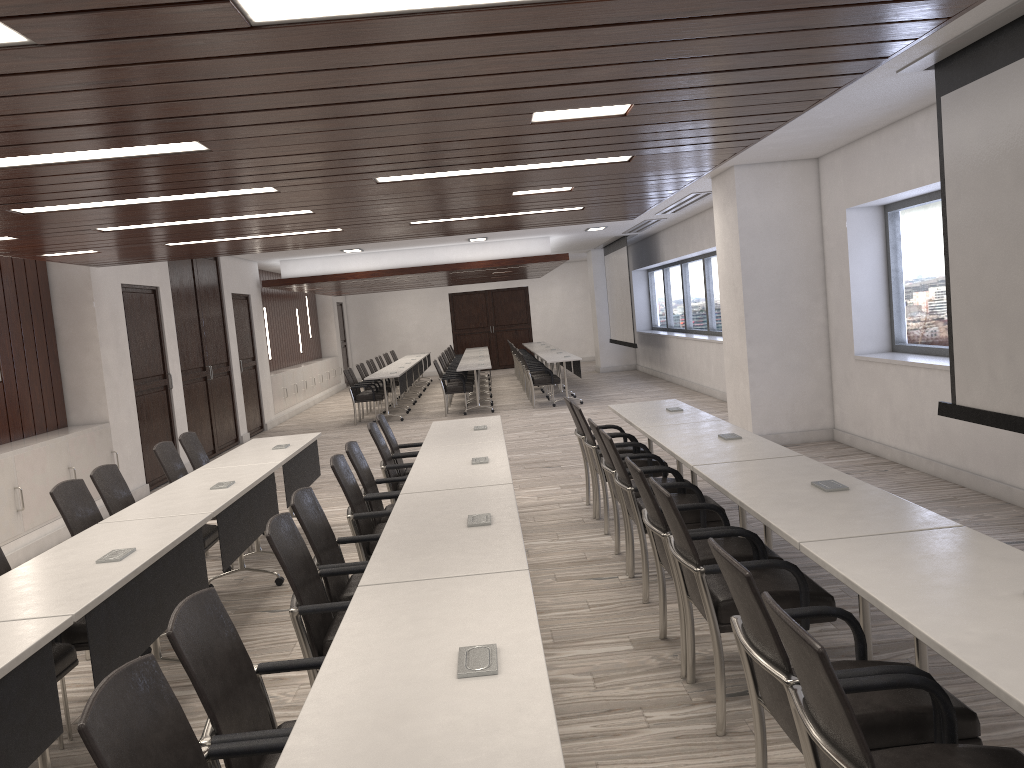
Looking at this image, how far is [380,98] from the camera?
3.2m

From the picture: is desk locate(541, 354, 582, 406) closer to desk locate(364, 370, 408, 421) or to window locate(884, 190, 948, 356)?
desk locate(364, 370, 408, 421)

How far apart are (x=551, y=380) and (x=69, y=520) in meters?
10.6

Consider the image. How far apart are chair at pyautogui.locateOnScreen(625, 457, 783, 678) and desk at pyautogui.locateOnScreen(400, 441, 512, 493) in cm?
75

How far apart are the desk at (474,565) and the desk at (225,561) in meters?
1.0

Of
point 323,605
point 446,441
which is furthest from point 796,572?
point 446,441

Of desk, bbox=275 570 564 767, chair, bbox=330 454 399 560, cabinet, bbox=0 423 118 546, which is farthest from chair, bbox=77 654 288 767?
cabinet, bbox=0 423 118 546

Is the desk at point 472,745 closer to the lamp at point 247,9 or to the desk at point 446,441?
the lamp at point 247,9

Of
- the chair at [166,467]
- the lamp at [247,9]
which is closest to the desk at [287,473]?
the chair at [166,467]

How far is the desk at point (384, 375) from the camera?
14.8m
